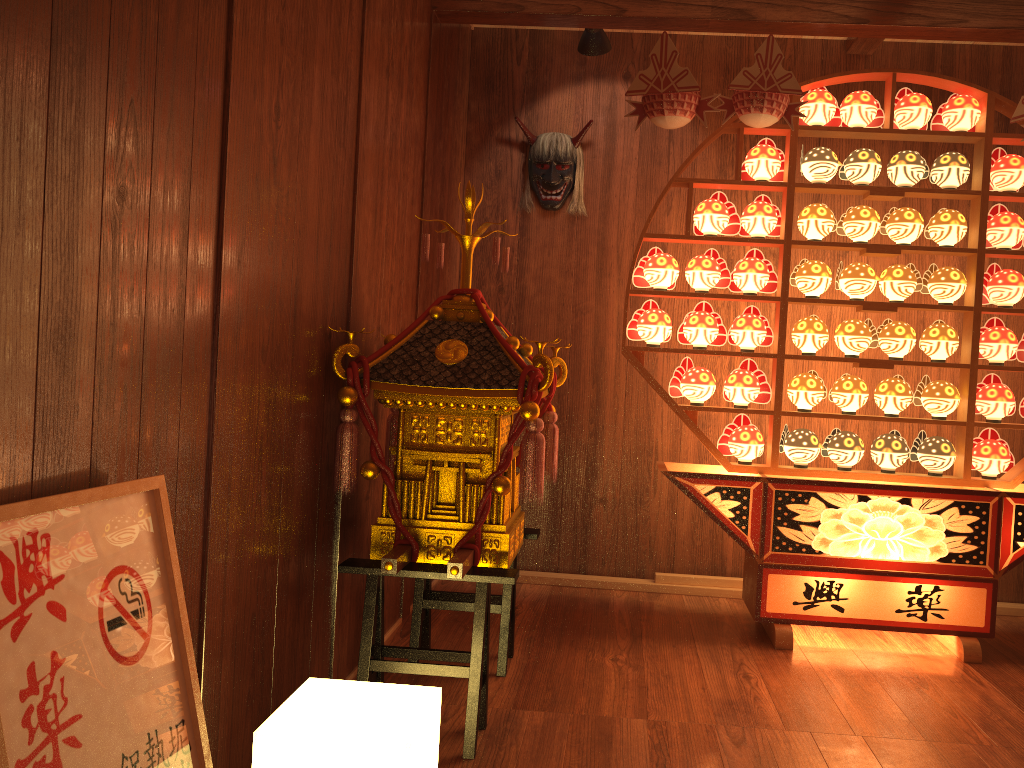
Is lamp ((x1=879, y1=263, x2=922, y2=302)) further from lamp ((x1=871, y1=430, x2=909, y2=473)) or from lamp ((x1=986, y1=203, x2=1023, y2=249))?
lamp ((x1=871, y1=430, x2=909, y2=473))

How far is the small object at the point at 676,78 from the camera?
3.1m

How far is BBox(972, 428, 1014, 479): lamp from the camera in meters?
3.3 m

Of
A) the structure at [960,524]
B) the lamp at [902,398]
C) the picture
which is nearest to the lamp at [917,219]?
the structure at [960,524]

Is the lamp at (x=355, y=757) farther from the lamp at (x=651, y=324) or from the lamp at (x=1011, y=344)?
the lamp at (x=1011, y=344)

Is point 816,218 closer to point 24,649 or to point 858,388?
point 858,388

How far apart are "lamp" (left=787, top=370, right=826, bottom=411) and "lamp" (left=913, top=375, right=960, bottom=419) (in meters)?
0.34

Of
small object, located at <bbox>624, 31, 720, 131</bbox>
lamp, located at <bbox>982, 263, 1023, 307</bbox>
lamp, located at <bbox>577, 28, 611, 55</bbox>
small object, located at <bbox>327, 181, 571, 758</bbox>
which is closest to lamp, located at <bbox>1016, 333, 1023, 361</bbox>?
lamp, located at <bbox>982, 263, 1023, 307</bbox>

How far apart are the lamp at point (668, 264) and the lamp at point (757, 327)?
0.3 meters

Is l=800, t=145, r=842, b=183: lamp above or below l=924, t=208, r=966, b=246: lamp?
above
